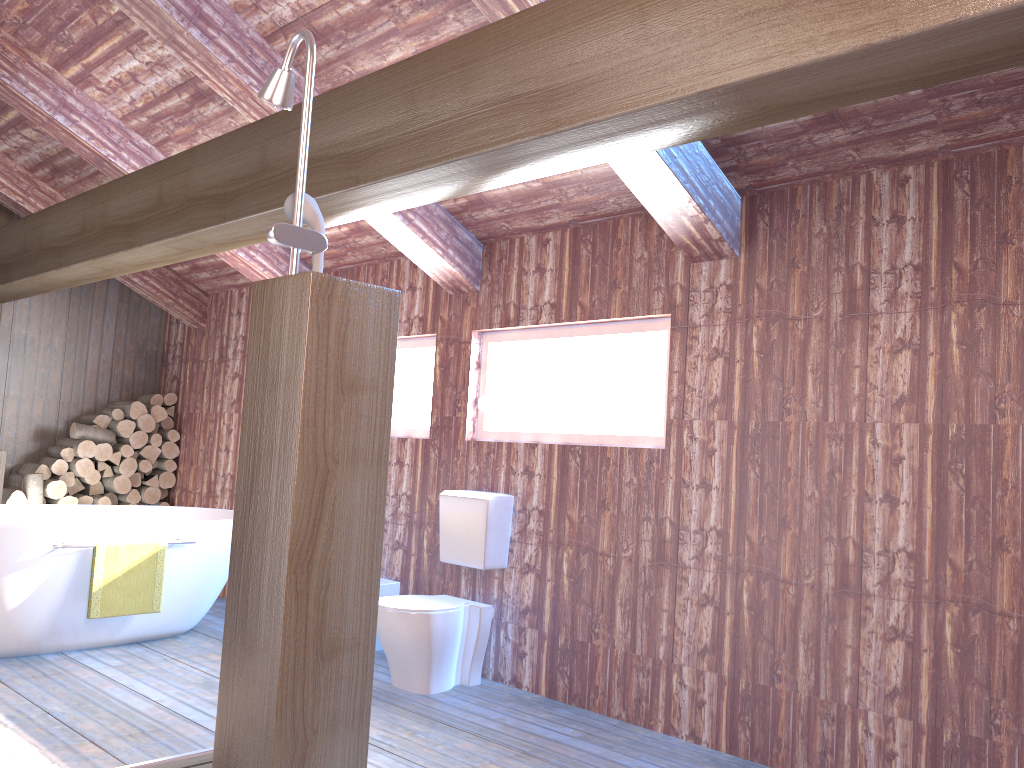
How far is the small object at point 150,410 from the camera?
6.79m

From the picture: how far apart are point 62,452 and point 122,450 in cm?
40

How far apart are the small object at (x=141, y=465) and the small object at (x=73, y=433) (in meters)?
0.26

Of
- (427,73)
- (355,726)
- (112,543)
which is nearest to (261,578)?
(355,726)

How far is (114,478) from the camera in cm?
656

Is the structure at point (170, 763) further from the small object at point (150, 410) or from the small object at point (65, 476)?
the small object at point (150, 410)

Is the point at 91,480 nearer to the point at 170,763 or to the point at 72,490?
the point at 72,490

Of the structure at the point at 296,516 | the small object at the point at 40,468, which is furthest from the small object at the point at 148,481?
the structure at the point at 296,516

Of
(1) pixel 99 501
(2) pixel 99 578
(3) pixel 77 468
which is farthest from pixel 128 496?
(2) pixel 99 578

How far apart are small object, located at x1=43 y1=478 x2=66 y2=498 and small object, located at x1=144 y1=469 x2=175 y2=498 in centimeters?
72cm
